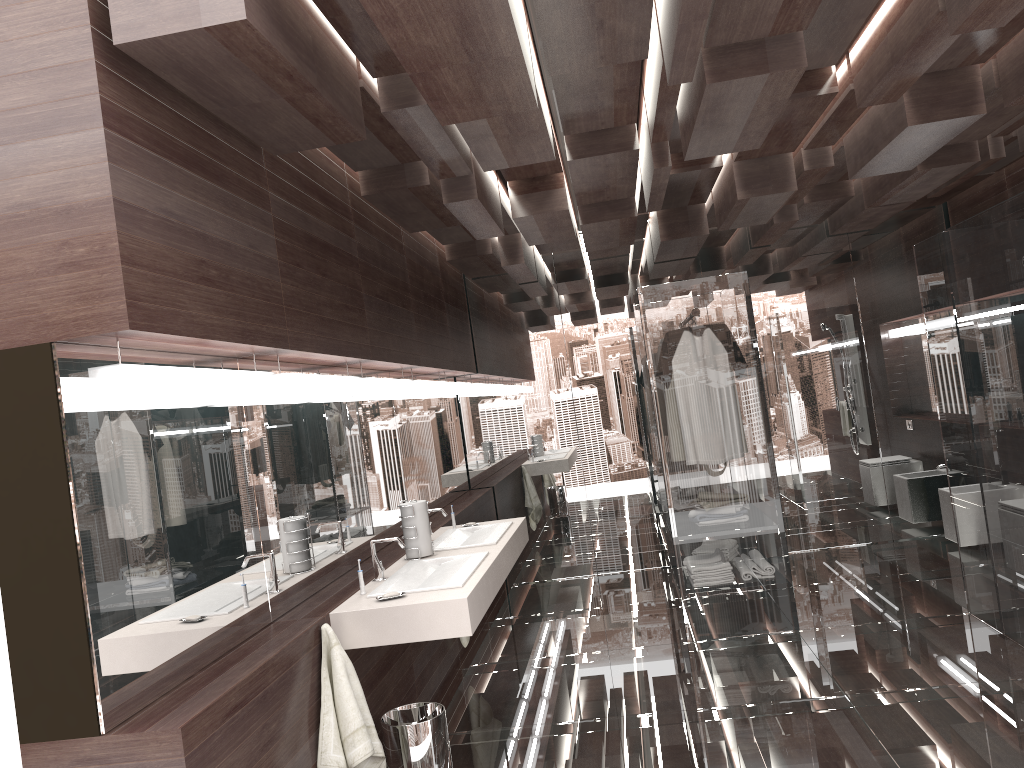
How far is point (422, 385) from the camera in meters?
5.3 m

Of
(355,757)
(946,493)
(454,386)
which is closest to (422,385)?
(454,386)

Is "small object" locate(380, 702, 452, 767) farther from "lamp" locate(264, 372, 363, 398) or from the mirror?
"lamp" locate(264, 372, 363, 398)

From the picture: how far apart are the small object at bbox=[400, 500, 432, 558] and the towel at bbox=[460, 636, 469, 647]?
1.2m

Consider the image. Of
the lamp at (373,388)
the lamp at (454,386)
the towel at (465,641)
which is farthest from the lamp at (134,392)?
the lamp at (454,386)

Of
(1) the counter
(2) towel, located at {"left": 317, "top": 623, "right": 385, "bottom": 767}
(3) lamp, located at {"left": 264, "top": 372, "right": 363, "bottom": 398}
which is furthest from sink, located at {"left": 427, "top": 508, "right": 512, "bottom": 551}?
(2) towel, located at {"left": 317, "top": 623, "right": 385, "bottom": 767}

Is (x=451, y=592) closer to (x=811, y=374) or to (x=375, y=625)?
(x=375, y=625)

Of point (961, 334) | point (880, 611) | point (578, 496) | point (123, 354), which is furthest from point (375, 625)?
point (578, 496)

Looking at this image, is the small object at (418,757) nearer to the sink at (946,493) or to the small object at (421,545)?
the small object at (421,545)

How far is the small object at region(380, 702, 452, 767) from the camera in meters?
3.1 m
